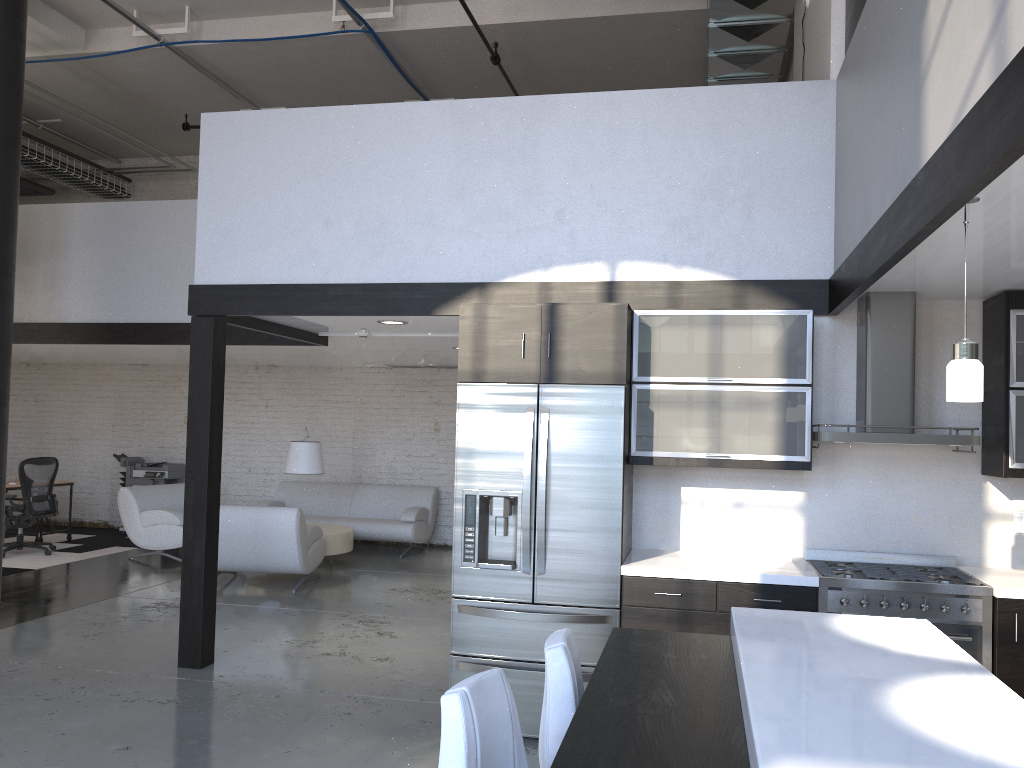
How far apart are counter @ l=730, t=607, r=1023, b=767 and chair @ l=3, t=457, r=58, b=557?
9.0 meters

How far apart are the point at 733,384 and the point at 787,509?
0.8 meters

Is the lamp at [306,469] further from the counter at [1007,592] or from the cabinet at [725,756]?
the cabinet at [725,756]

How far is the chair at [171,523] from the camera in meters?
9.4

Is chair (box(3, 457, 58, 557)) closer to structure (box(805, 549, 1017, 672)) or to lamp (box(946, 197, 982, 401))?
structure (box(805, 549, 1017, 672))

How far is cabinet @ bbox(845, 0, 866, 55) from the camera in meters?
4.5

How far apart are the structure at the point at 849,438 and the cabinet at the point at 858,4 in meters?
1.4

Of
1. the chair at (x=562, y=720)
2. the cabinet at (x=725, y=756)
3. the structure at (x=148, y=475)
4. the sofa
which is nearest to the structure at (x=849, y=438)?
the cabinet at (x=725, y=756)

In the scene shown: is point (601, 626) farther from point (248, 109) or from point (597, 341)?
point (248, 109)

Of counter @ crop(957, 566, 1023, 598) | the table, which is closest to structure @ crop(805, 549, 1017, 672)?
counter @ crop(957, 566, 1023, 598)
